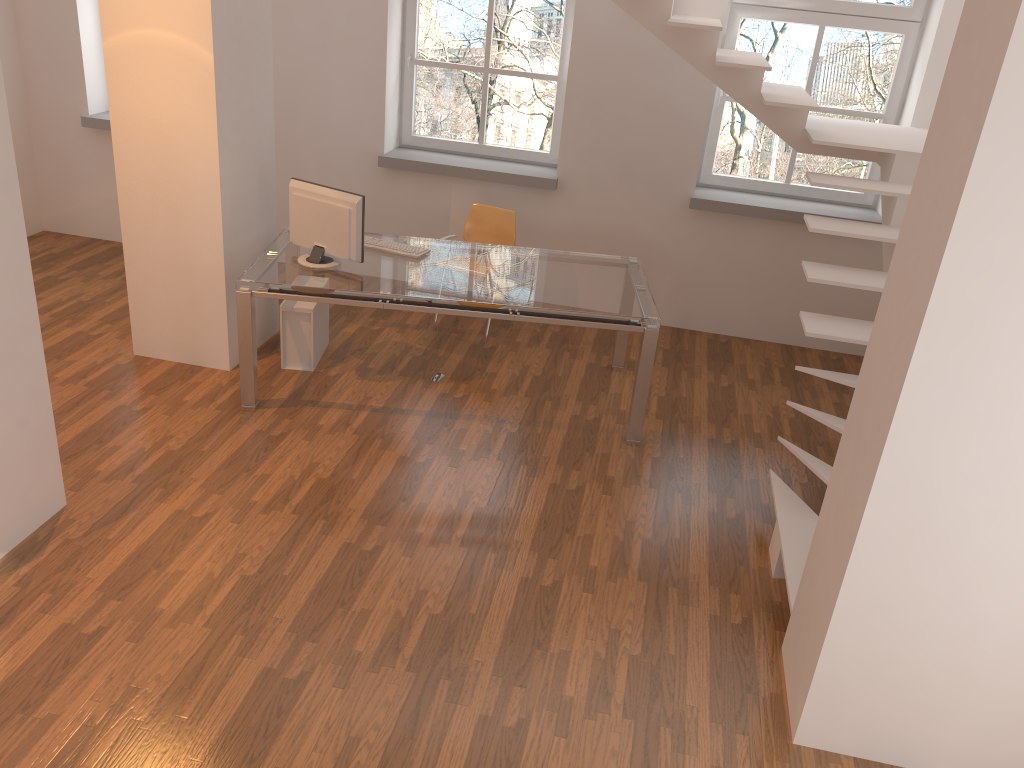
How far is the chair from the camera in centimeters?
611cm

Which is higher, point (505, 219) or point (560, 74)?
point (560, 74)

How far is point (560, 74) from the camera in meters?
6.4

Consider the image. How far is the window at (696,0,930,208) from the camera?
5.9m

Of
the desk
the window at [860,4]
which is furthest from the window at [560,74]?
the desk

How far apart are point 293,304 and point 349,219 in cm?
77

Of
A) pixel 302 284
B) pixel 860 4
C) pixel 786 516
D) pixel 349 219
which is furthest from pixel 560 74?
pixel 786 516

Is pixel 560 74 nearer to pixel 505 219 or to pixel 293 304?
pixel 505 219

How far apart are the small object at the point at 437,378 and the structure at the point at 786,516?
2.1 meters

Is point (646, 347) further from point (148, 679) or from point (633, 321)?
point (148, 679)
